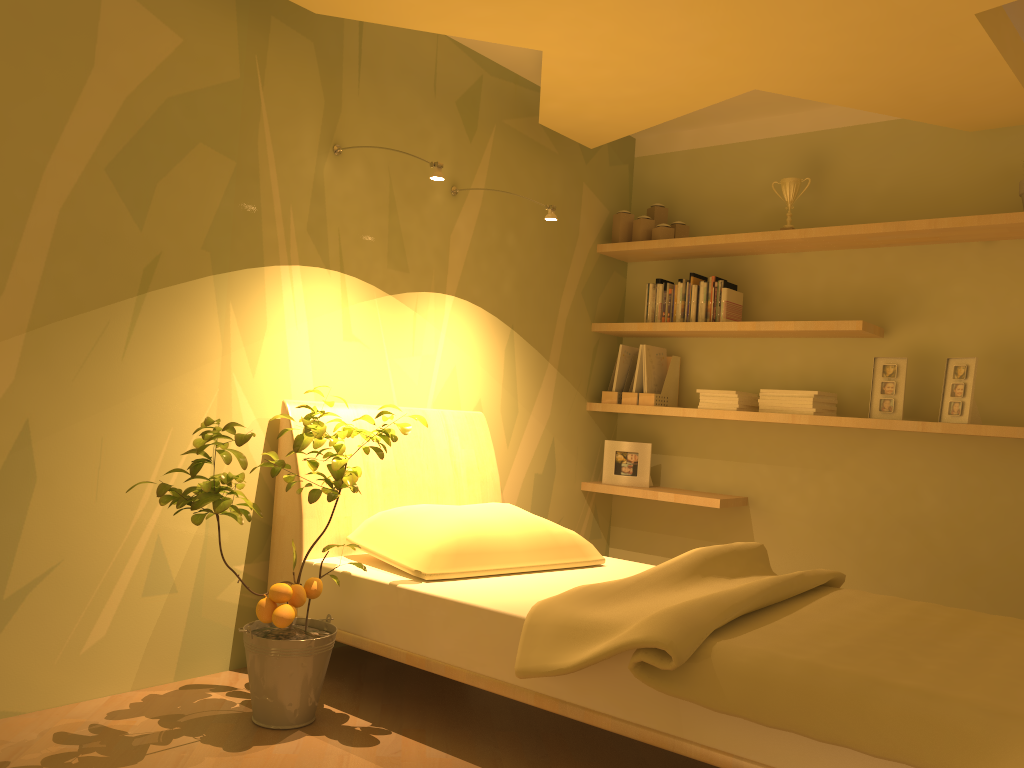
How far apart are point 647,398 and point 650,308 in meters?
0.4 m

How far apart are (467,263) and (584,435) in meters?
1.2

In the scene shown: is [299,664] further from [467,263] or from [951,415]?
[951,415]

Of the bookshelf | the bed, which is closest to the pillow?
the bed

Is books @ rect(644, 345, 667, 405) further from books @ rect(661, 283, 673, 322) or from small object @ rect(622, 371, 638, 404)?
books @ rect(661, 283, 673, 322)

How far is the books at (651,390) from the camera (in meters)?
4.33

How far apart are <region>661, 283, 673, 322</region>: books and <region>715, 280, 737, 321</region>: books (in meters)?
0.28

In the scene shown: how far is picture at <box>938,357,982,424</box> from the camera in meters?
3.4 m

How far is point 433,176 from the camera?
2.8m

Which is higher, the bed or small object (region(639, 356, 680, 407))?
small object (region(639, 356, 680, 407))
